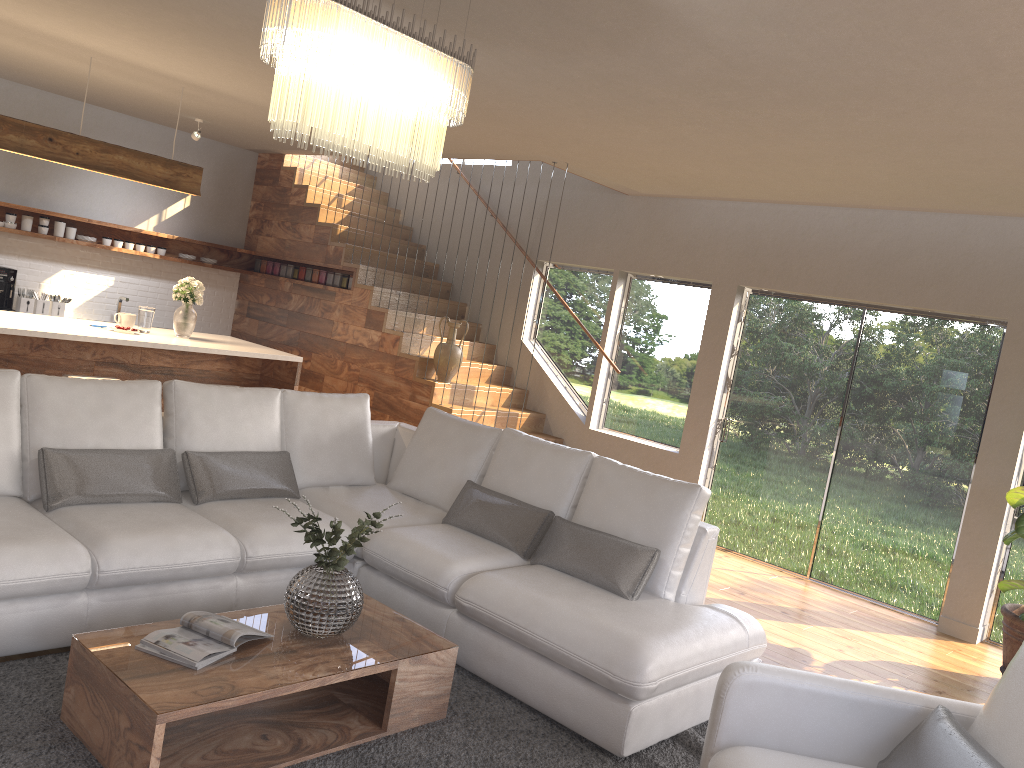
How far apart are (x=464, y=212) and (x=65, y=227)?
3.9 meters

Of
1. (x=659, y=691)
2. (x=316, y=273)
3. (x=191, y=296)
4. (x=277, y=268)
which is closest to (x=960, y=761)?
(x=659, y=691)

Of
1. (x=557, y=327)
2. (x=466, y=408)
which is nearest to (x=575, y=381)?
(x=557, y=327)

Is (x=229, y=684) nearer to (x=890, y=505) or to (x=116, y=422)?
(x=116, y=422)

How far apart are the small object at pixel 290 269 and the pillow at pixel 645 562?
5.25m

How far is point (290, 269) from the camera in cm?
920

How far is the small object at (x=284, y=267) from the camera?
9.3 meters

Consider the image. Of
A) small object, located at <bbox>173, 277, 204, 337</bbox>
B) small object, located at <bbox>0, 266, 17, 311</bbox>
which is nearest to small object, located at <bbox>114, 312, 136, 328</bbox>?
small object, located at <bbox>173, 277, 204, 337</bbox>

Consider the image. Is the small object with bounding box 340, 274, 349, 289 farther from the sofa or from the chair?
the chair

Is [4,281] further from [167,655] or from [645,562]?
[645,562]
